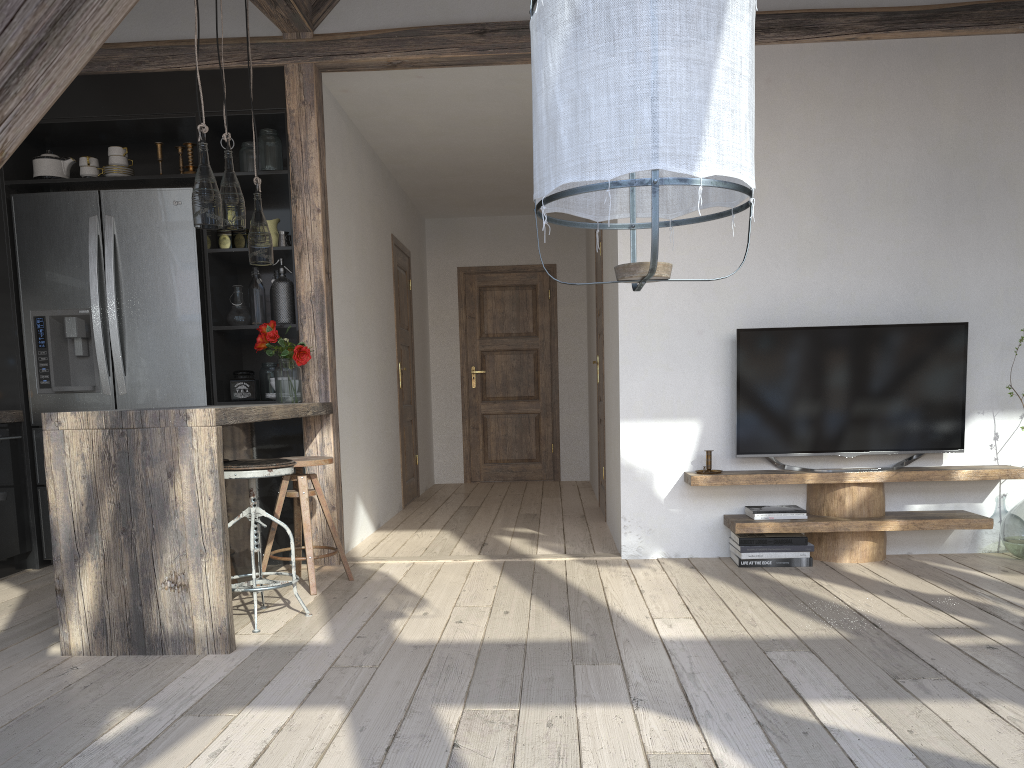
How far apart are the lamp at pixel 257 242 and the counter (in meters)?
0.67

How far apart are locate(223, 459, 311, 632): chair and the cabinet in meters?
0.3

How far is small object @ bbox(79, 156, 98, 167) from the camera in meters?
4.6

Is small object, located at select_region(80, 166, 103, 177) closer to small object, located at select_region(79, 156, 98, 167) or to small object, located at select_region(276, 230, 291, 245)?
small object, located at select_region(79, 156, 98, 167)

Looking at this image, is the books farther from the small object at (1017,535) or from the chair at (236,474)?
the chair at (236,474)

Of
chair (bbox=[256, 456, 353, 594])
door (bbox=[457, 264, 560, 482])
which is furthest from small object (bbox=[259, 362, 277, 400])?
door (bbox=[457, 264, 560, 482])

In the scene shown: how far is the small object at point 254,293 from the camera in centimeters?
462cm

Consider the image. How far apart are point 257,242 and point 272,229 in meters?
0.7

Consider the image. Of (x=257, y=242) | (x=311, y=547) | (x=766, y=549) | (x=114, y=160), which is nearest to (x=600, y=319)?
(x=766, y=549)

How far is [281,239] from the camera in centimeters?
461cm
